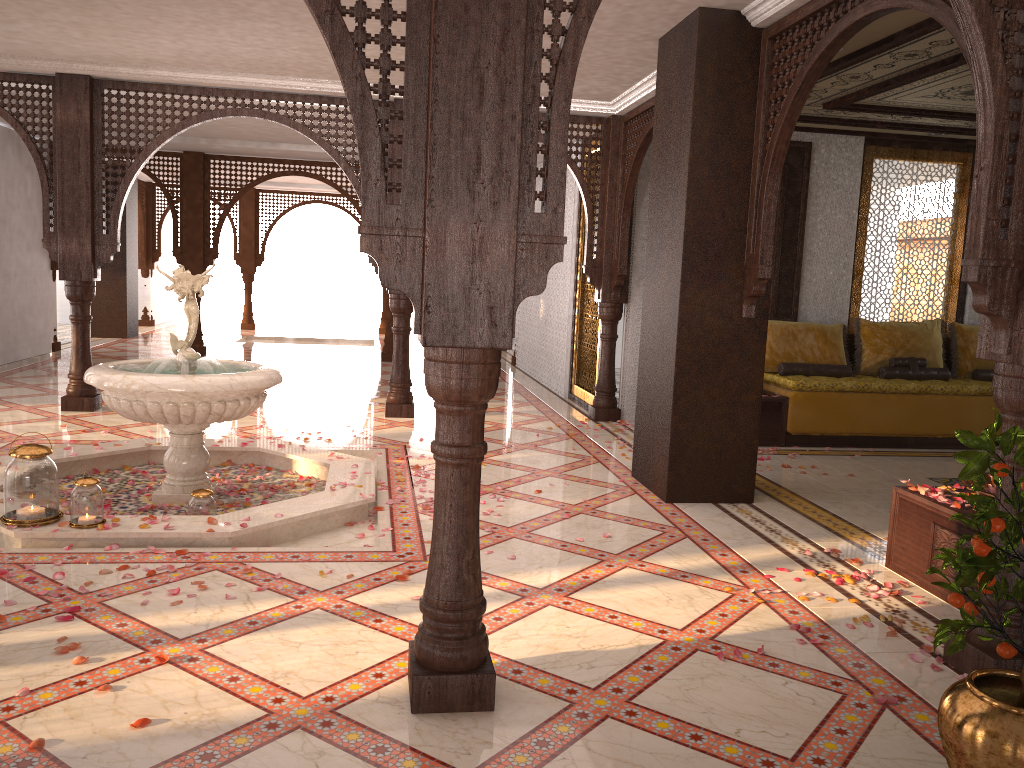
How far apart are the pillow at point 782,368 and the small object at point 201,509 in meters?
5.3 m

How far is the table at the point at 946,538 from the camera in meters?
3.9 m

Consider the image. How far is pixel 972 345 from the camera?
8.4 meters

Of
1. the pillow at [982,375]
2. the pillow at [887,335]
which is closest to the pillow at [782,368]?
the pillow at [887,335]

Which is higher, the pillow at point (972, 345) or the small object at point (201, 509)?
the pillow at point (972, 345)

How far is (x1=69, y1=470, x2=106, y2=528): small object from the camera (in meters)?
4.12

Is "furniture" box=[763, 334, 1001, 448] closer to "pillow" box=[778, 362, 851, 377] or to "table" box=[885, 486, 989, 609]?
"pillow" box=[778, 362, 851, 377]

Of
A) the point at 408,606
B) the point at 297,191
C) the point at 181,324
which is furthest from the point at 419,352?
the point at 408,606

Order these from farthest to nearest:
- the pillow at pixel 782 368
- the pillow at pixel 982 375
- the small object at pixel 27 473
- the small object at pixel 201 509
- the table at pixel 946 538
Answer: the pillow at pixel 982 375 → the pillow at pixel 782 368 → the small object at pixel 201 509 → the small object at pixel 27 473 → the table at pixel 946 538

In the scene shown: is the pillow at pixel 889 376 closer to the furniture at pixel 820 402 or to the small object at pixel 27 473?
the furniture at pixel 820 402
